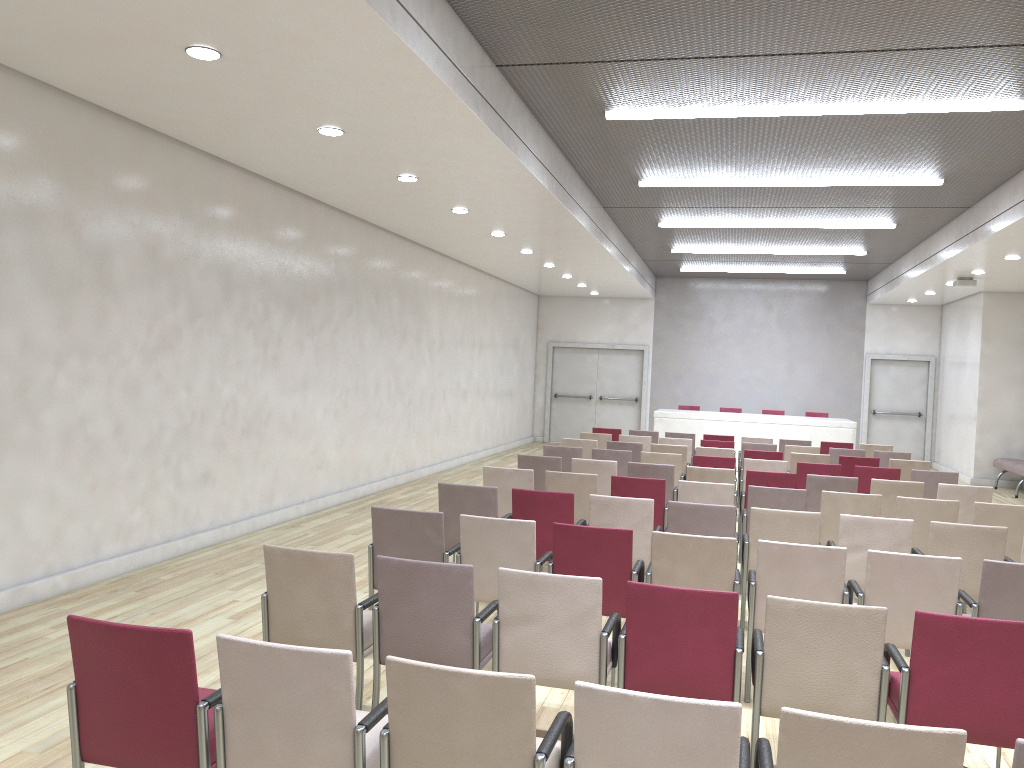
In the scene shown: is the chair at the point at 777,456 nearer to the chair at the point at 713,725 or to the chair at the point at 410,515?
the chair at the point at 410,515

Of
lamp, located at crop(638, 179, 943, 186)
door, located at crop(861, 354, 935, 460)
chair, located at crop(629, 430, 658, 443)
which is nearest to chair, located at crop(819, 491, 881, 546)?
lamp, located at crop(638, 179, 943, 186)

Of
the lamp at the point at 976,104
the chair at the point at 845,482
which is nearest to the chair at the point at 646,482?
the chair at the point at 845,482

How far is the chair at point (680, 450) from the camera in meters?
10.8

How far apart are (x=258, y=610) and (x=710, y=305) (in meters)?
15.85

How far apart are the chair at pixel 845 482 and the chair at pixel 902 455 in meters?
3.7

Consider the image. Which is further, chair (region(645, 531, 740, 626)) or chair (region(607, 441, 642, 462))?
chair (region(607, 441, 642, 462))

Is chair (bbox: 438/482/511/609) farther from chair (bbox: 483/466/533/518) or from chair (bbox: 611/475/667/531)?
chair (bbox: 611/475/667/531)

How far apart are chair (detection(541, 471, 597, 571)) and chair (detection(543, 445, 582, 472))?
2.44m

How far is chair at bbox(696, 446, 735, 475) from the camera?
10.69m
